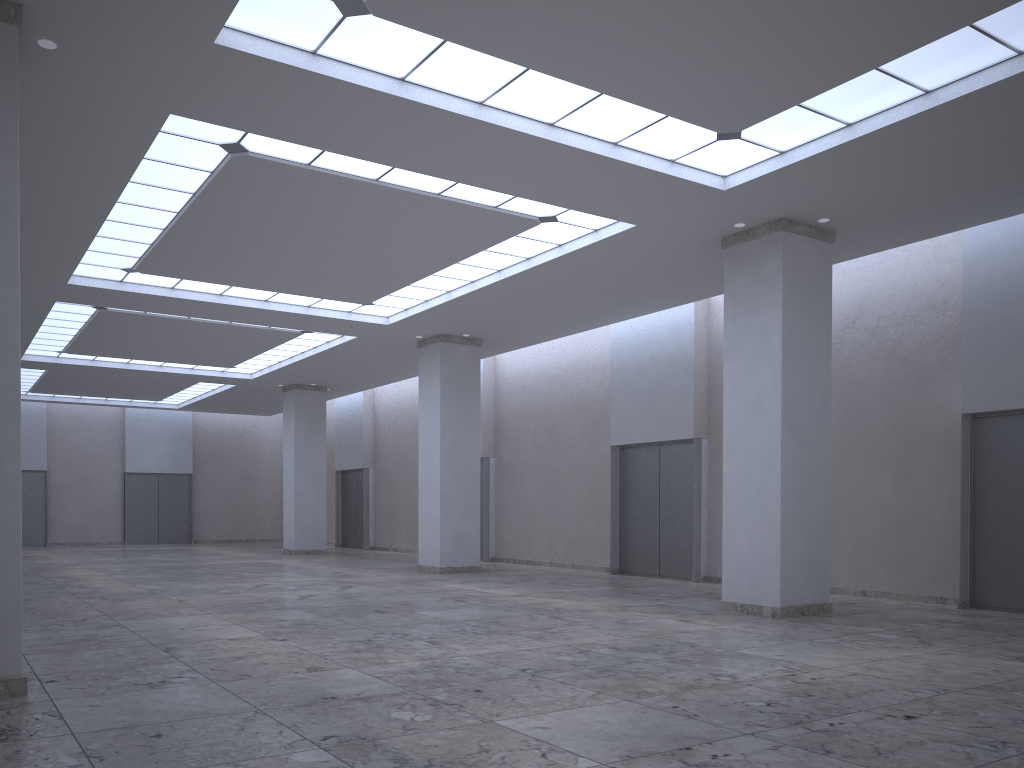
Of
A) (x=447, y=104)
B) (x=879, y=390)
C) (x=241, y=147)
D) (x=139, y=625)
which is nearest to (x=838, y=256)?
(x=879, y=390)

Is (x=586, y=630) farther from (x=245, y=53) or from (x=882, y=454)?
(x=245, y=53)
